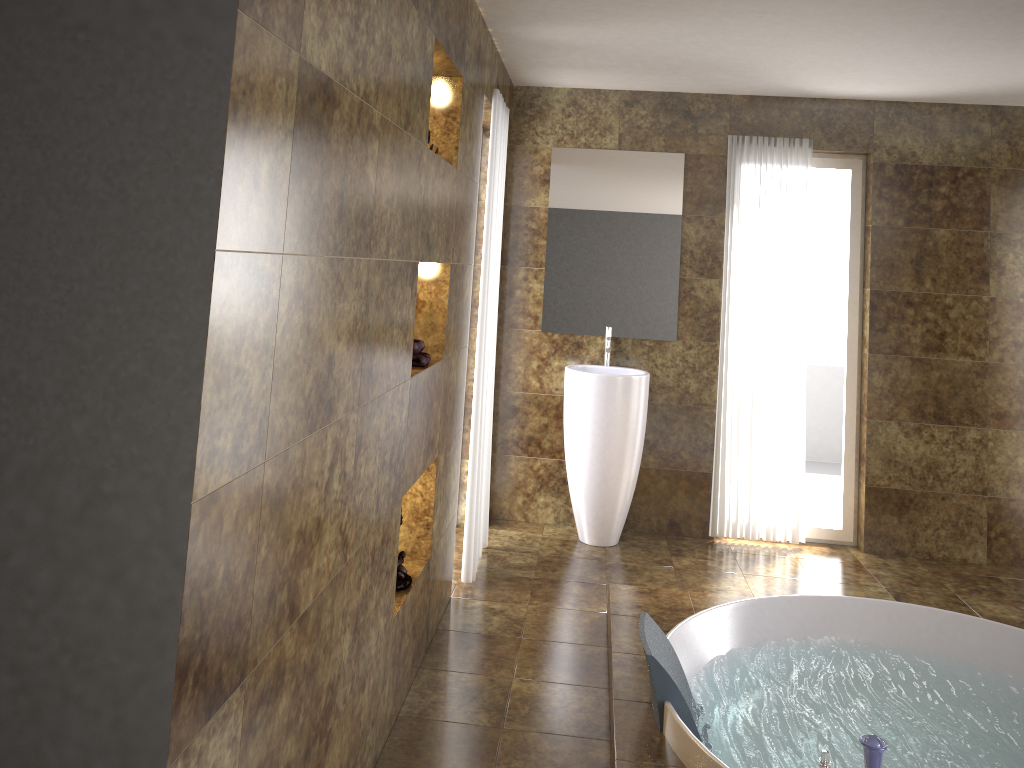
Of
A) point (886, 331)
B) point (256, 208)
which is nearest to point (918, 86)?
point (886, 331)

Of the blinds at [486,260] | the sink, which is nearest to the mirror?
the sink

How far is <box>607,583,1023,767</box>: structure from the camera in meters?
2.6

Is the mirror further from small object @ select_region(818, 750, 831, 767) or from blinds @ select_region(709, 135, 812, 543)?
small object @ select_region(818, 750, 831, 767)

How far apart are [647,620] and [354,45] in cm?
208

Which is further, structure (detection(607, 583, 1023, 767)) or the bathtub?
the bathtub

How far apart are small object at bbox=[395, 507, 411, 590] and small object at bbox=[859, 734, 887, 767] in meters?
1.6

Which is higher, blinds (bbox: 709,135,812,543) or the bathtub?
blinds (bbox: 709,135,812,543)

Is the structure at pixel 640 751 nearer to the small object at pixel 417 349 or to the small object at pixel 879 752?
the small object at pixel 879 752

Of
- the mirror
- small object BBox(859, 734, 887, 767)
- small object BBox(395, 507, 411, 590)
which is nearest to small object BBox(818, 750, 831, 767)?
small object BBox(859, 734, 887, 767)
